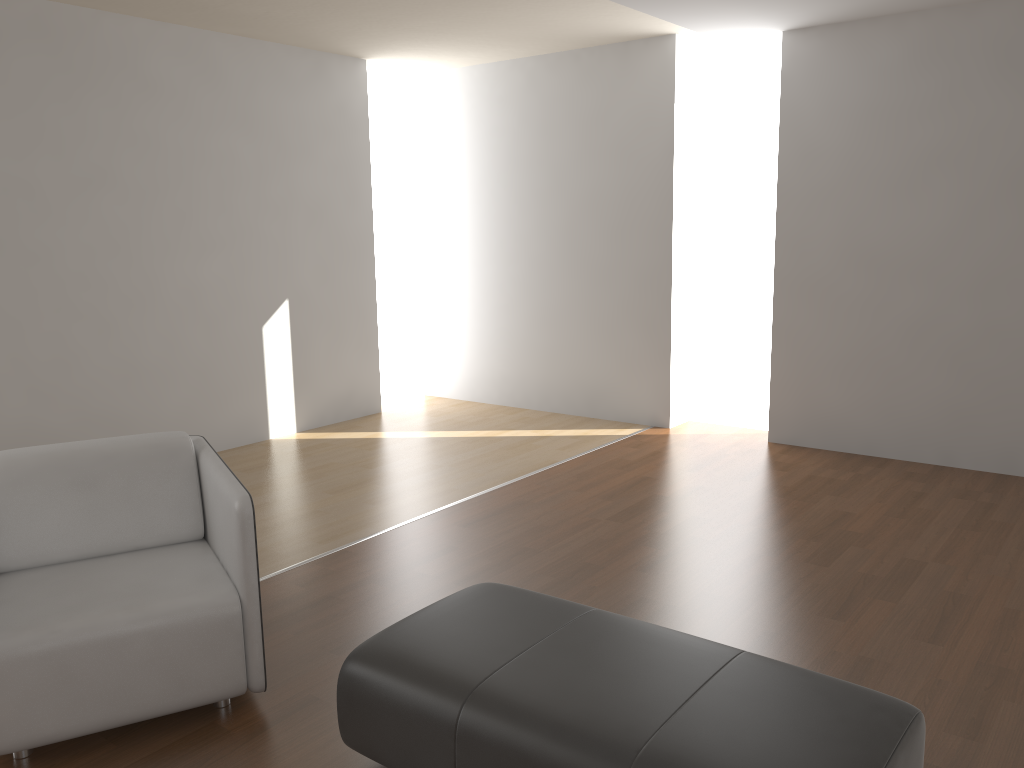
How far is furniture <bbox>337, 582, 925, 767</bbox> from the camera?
1.8 meters

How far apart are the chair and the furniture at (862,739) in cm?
41

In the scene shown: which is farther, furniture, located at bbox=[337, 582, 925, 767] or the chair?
the chair

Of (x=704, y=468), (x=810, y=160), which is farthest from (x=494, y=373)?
(x=810, y=160)

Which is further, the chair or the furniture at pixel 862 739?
the chair

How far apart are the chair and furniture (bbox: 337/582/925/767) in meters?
0.4

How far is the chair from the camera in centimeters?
233cm

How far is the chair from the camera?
2.3m
